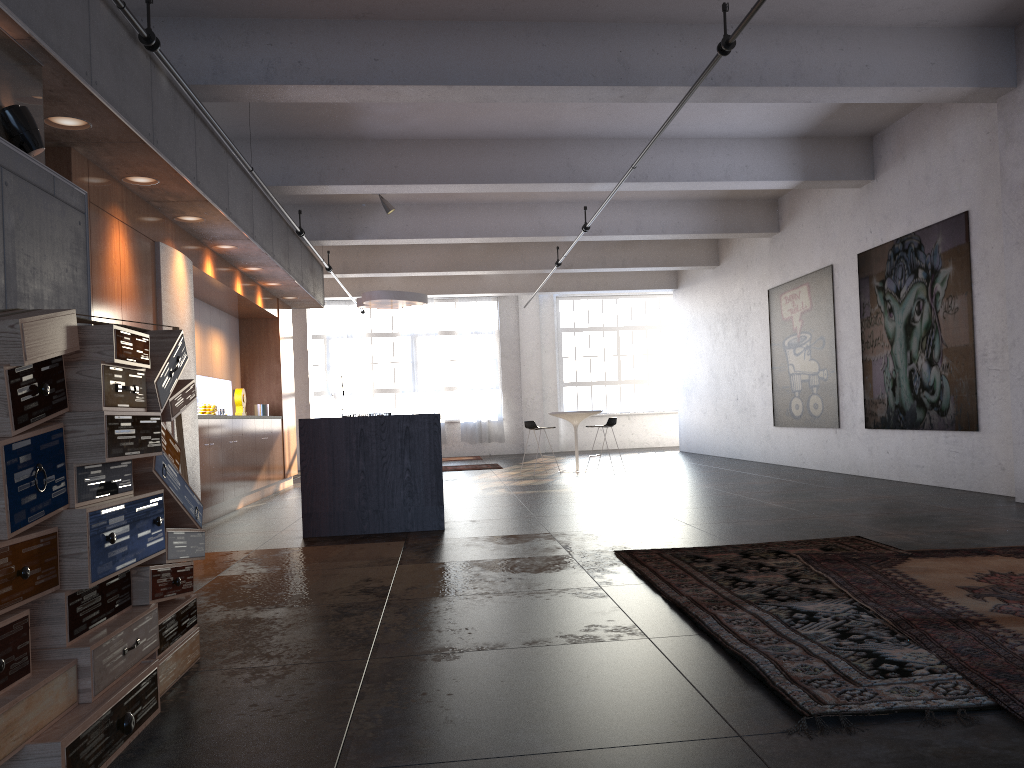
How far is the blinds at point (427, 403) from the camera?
20.87m

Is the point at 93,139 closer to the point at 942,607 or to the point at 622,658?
the point at 622,658

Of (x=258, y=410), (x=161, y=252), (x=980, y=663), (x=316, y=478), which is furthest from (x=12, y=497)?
(x=258, y=410)

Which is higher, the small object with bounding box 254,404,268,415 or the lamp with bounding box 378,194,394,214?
the lamp with bounding box 378,194,394,214

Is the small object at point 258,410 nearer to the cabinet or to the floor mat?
the cabinet

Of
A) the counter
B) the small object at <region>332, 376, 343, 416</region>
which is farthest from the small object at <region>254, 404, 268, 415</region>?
the small object at <region>332, 376, 343, 416</region>

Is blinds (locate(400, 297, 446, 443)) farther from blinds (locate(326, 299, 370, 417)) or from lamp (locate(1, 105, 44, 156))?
lamp (locate(1, 105, 44, 156))

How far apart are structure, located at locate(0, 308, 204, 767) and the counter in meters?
3.5

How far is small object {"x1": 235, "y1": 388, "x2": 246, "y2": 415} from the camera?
11.6m

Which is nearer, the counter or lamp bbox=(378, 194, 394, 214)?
the counter
